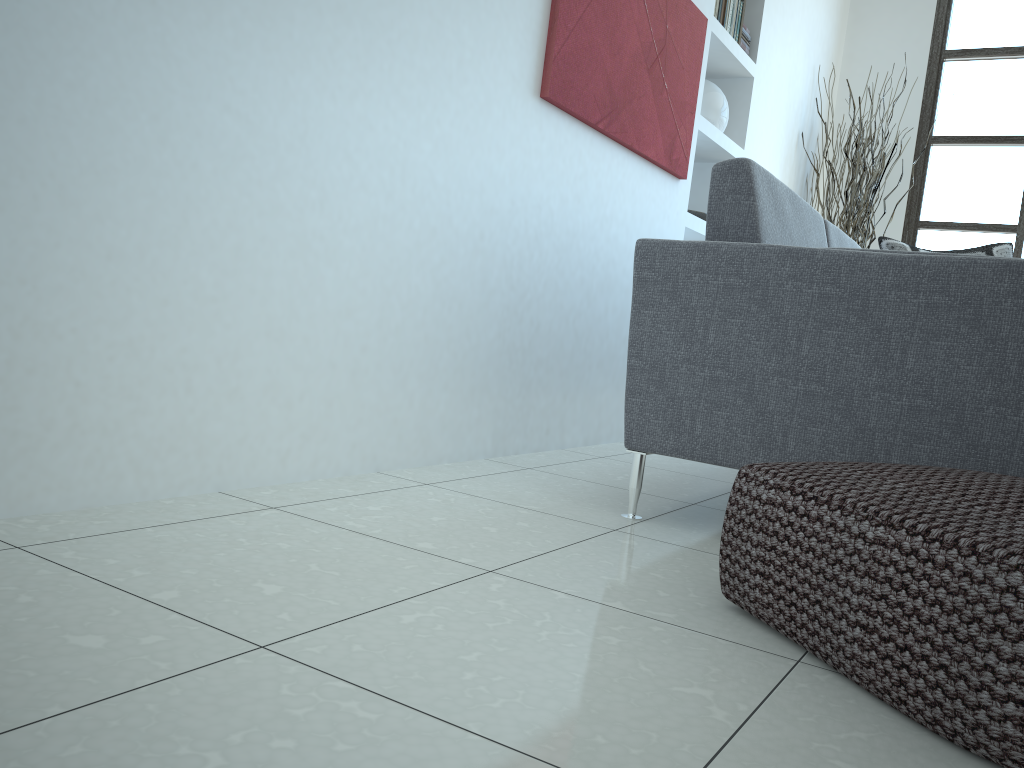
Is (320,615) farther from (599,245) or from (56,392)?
(599,245)

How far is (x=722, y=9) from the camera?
3.89m

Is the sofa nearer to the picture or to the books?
the picture

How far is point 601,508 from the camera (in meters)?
2.12

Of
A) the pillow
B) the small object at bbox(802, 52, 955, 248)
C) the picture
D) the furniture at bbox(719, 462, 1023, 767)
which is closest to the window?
the small object at bbox(802, 52, 955, 248)

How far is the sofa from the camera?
1.67m

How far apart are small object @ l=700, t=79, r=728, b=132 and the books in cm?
23

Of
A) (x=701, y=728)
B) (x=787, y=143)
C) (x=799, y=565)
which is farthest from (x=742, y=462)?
(x=787, y=143)

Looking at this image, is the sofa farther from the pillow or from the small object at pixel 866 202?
the small object at pixel 866 202

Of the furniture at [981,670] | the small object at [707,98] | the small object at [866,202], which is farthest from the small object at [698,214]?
the furniture at [981,670]
